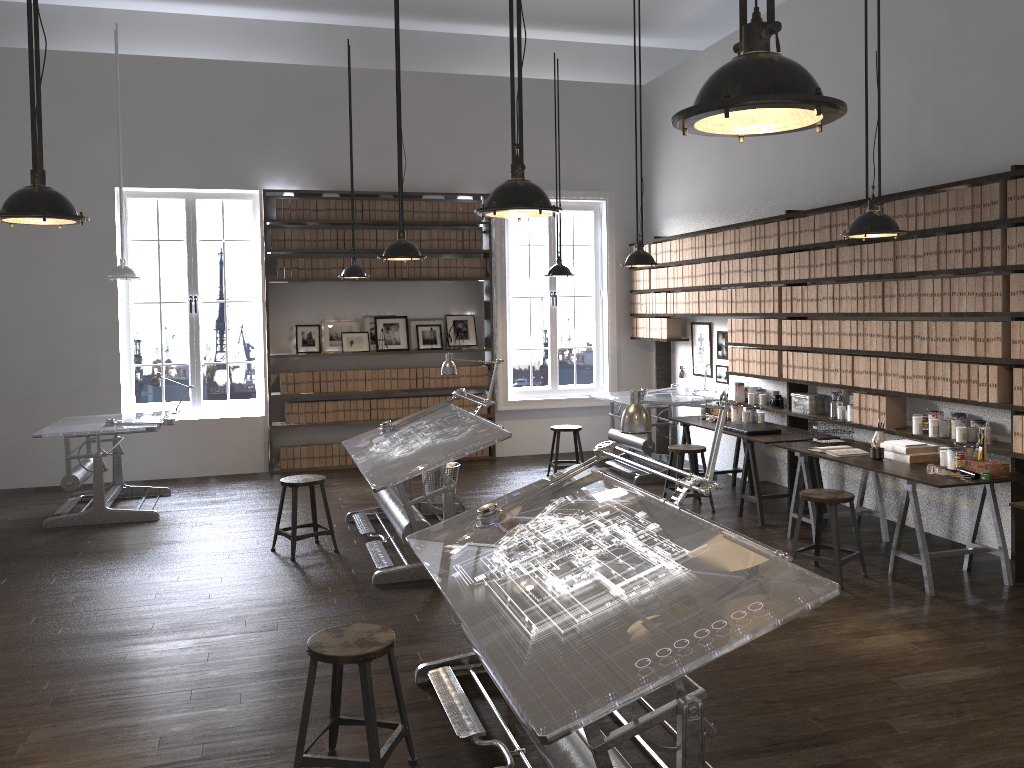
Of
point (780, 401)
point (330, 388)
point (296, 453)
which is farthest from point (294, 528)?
point (780, 401)

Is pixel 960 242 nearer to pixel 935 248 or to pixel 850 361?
pixel 935 248

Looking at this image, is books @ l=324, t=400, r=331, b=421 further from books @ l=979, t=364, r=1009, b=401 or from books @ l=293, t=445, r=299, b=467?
books @ l=979, t=364, r=1009, b=401

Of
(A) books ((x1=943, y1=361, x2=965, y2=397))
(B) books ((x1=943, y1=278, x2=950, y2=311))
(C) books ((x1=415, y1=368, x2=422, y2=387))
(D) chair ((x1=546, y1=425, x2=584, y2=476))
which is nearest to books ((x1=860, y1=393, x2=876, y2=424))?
(A) books ((x1=943, y1=361, x2=965, y2=397))

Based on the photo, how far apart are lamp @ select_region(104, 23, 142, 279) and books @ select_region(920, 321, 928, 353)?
6.34m

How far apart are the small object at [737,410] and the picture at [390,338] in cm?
380

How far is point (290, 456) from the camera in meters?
9.6 m

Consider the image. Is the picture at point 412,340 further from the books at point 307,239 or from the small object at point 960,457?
the small object at point 960,457

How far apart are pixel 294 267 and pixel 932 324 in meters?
6.3

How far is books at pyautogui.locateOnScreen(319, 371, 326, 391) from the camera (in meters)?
9.60
